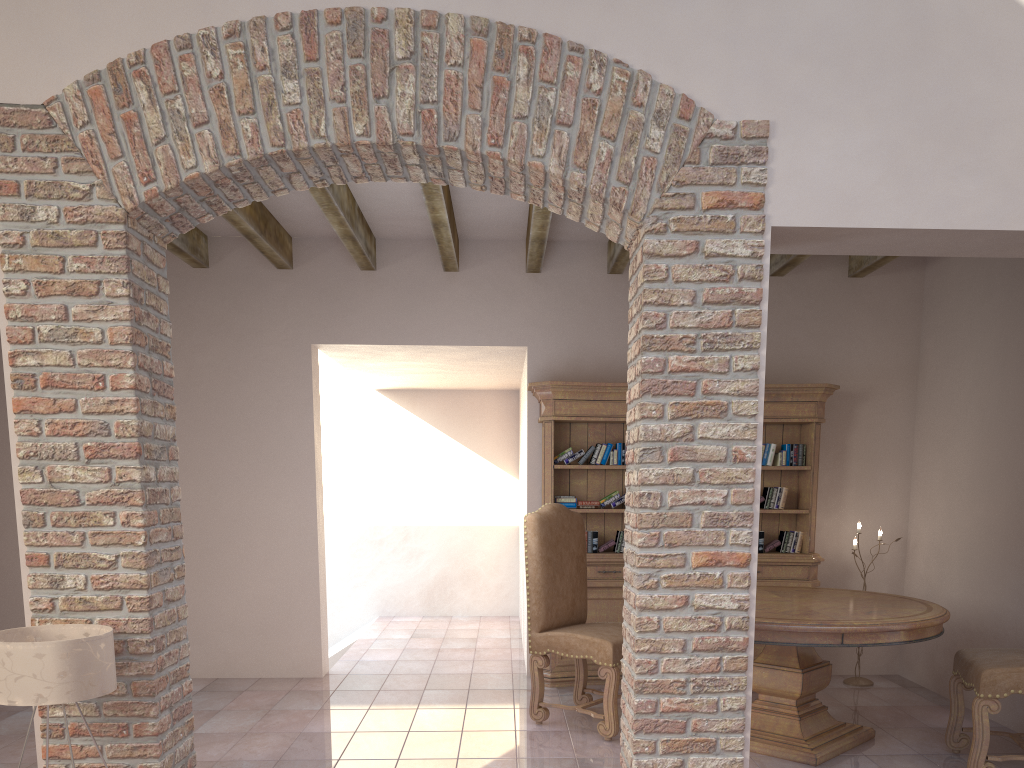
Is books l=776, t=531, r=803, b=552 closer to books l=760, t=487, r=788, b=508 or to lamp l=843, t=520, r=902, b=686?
books l=760, t=487, r=788, b=508

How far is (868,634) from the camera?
4.0m

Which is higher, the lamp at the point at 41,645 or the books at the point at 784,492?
the books at the point at 784,492

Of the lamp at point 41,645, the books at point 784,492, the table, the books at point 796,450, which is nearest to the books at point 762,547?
the books at point 784,492

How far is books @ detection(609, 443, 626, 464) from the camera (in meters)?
5.84

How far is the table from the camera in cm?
400

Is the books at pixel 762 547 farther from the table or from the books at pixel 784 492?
the table

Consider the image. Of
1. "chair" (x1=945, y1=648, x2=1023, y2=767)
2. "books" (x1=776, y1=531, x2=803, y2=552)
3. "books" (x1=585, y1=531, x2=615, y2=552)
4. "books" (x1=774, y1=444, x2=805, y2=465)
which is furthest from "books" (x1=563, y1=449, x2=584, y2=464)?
"chair" (x1=945, y1=648, x2=1023, y2=767)

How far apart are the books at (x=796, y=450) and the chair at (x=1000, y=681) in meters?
2.0 m

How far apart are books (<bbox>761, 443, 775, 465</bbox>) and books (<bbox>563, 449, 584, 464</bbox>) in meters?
1.3 m
